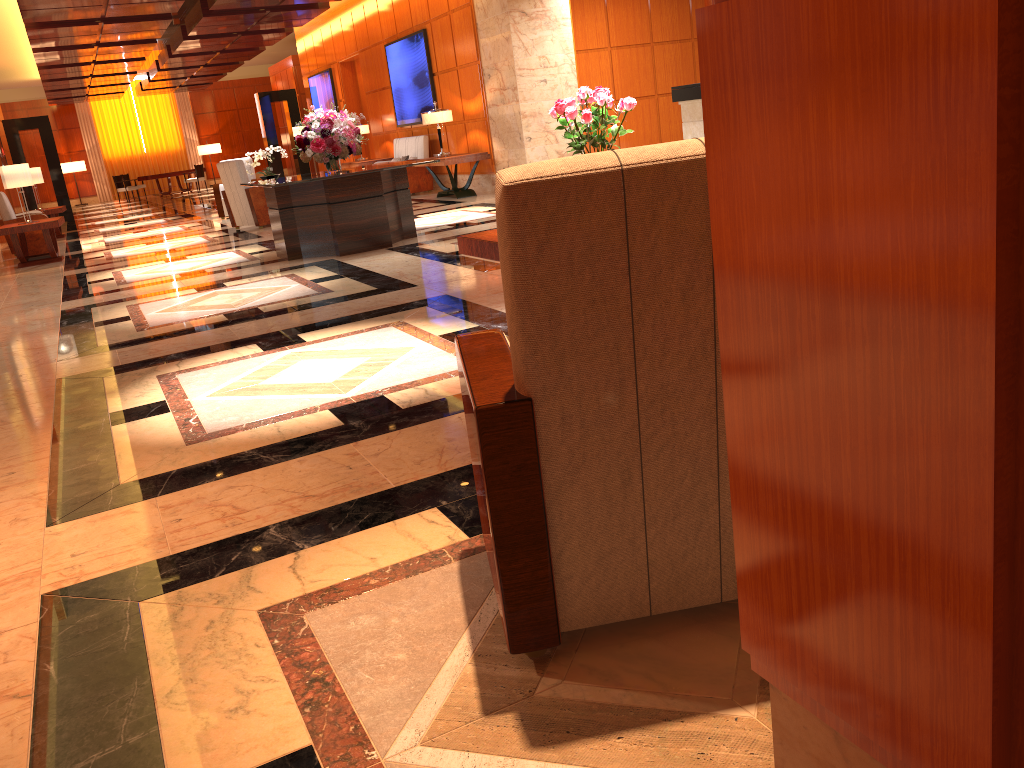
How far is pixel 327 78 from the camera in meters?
19.4

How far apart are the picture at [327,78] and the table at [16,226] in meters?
8.9

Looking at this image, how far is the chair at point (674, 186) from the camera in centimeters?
143cm

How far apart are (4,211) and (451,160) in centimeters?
611cm

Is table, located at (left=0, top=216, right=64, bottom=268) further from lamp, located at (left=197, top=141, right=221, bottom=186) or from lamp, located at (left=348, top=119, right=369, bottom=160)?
lamp, located at (left=197, top=141, right=221, bottom=186)

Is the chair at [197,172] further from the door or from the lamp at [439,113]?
the lamp at [439,113]

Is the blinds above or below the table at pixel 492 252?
above

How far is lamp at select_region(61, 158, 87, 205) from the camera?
30.3 meters

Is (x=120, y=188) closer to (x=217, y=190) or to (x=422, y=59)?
(x=217, y=190)

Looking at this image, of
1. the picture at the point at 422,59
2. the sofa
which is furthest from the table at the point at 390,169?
the picture at the point at 422,59
